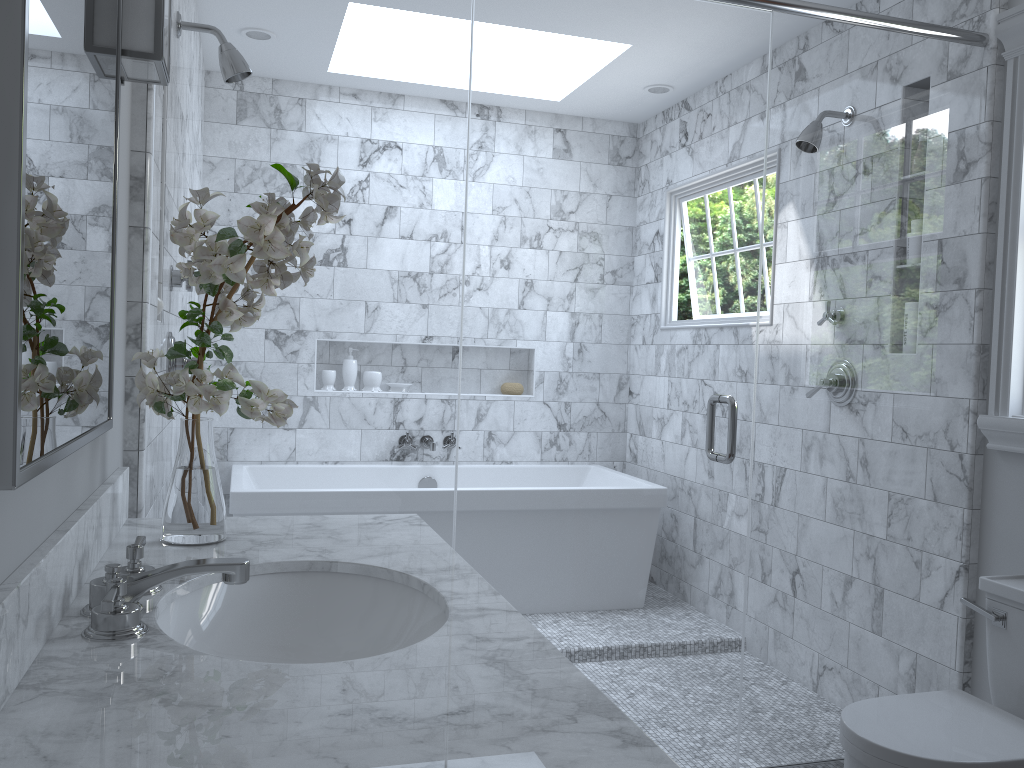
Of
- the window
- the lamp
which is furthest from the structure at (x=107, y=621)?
the window

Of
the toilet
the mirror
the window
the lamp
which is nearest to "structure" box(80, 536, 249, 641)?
the mirror

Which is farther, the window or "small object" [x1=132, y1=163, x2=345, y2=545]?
the window

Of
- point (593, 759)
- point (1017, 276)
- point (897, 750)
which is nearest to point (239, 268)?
point (593, 759)

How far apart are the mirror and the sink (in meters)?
0.28

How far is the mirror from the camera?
0.9m

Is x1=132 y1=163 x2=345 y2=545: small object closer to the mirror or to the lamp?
the mirror

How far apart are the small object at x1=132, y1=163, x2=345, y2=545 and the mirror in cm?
9

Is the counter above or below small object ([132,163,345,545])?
below

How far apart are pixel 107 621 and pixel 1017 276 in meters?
2.4
